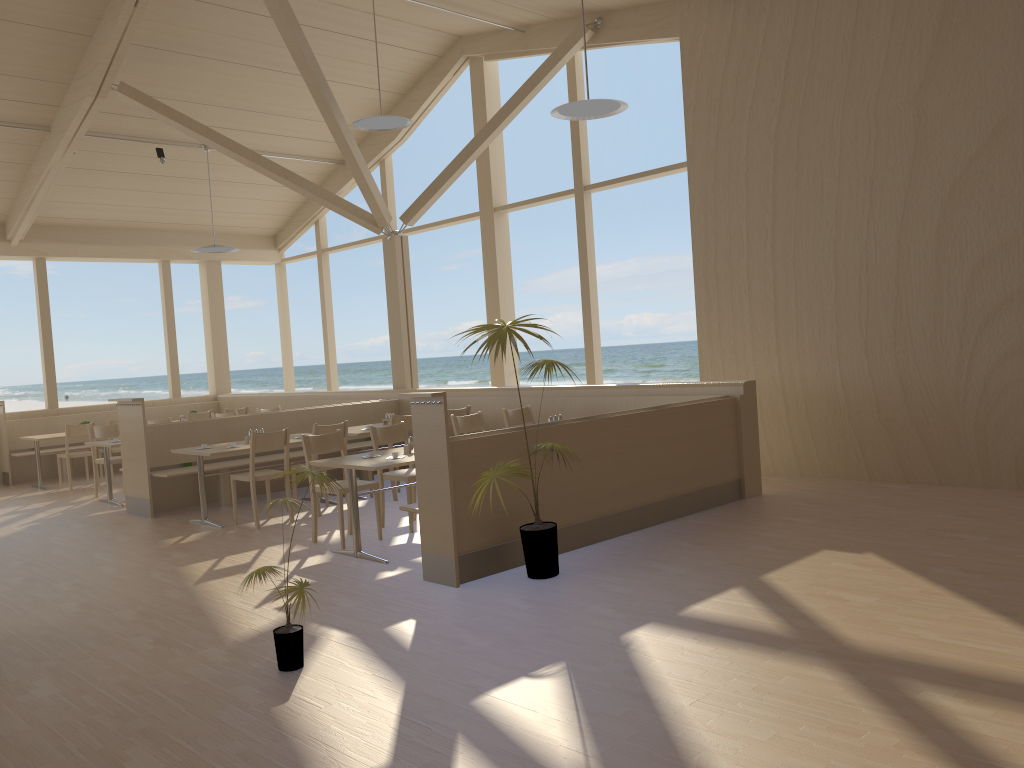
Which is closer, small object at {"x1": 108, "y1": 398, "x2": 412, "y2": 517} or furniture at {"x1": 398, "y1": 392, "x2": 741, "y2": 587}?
furniture at {"x1": 398, "y1": 392, "x2": 741, "y2": 587}

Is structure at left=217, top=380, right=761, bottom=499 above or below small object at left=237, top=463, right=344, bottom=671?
above

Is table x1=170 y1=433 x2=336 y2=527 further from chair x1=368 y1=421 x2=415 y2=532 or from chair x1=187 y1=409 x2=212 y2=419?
chair x1=187 y1=409 x2=212 y2=419

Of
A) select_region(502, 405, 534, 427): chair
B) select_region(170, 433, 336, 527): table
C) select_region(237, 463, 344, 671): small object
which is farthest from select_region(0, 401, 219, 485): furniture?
select_region(237, 463, 344, 671): small object

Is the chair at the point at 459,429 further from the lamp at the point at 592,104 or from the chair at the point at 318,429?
the lamp at the point at 592,104

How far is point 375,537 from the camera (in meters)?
6.48

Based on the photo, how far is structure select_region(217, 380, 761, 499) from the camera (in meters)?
7.02

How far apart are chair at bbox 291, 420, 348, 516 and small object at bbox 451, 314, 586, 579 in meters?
2.8 m

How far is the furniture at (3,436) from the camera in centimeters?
1141cm

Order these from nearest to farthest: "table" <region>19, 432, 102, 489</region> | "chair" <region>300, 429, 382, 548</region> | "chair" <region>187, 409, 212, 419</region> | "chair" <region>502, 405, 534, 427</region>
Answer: "chair" <region>300, 429, 382, 548</region>, "chair" <region>502, 405, 534, 427</region>, "table" <region>19, 432, 102, 489</region>, "chair" <region>187, 409, 212, 419</region>
